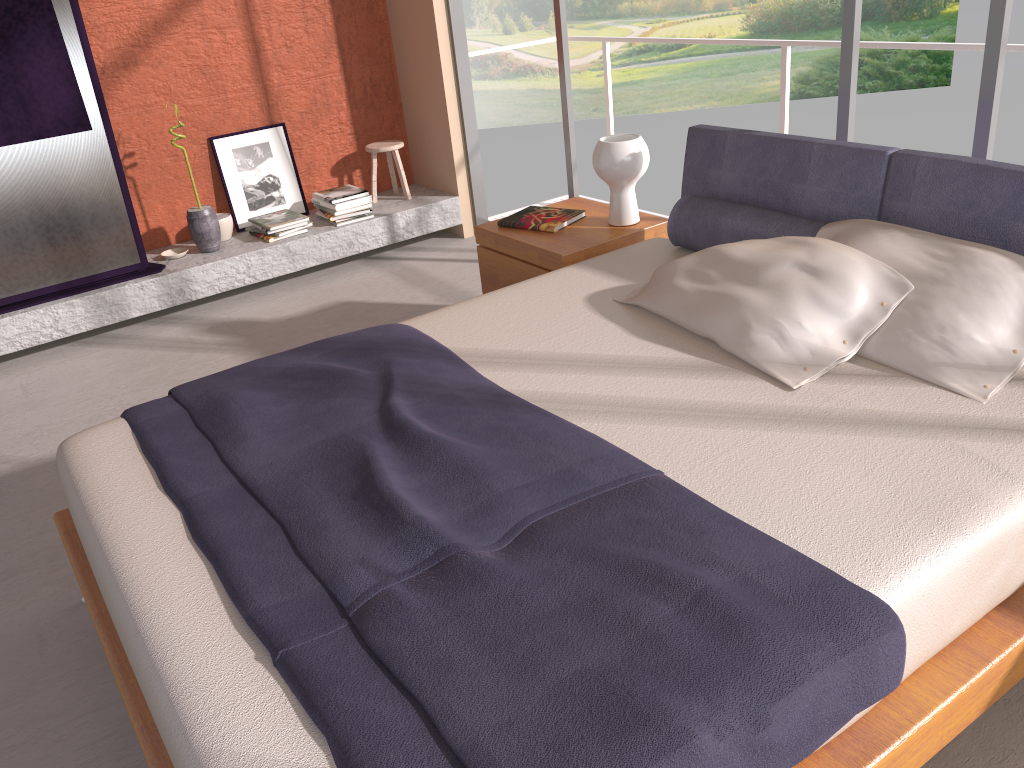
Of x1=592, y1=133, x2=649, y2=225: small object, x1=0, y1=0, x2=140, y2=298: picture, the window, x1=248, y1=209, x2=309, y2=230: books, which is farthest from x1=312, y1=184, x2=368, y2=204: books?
x1=592, y1=133, x2=649, y2=225: small object

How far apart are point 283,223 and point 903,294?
3.63m

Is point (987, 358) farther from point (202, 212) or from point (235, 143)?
point (235, 143)

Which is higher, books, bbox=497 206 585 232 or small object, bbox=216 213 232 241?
books, bbox=497 206 585 232

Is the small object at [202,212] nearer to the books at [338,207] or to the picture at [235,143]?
the picture at [235,143]

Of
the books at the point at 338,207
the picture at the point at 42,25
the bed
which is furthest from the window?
the picture at the point at 42,25

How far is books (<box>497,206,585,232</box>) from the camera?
3.6 meters

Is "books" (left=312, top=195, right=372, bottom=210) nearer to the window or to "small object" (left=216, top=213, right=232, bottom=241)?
"small object" (left=216, top=213, right=232, bottom=241)

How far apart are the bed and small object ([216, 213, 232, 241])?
2.7m

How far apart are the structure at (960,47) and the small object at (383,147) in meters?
1.3 m
